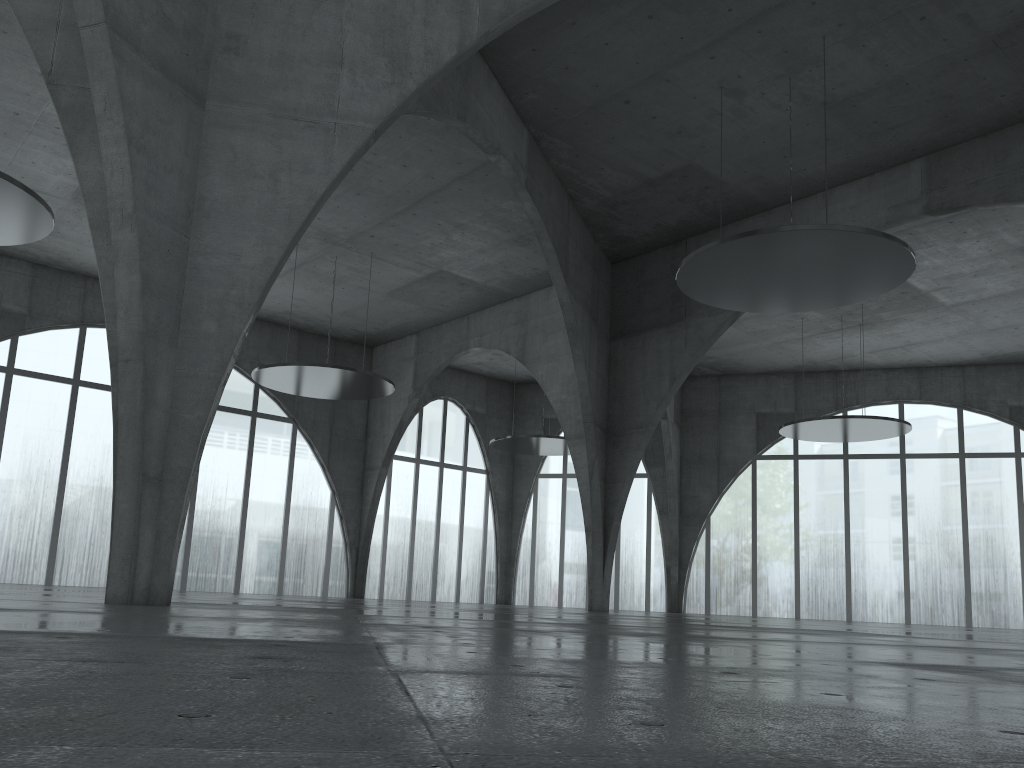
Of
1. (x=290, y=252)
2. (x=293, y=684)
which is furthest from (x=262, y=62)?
(x=293, y=684)
